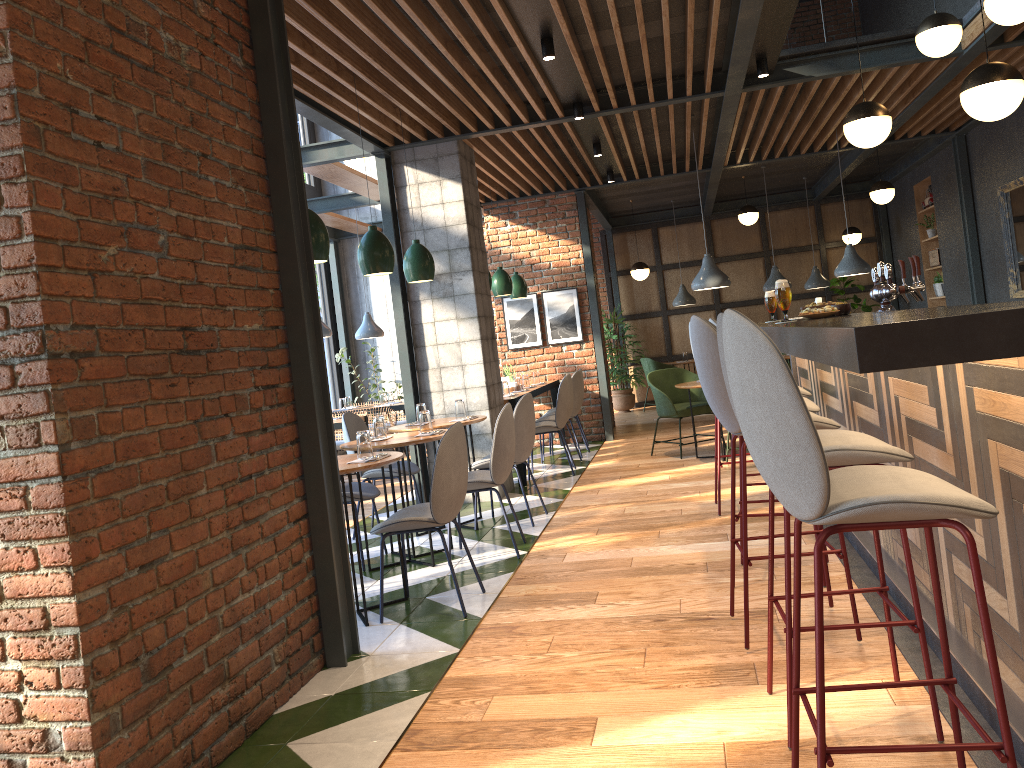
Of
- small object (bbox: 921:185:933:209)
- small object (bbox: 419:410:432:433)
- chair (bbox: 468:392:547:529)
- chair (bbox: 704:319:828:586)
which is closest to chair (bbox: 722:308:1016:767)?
chair (bbox: 704:319:828:586)

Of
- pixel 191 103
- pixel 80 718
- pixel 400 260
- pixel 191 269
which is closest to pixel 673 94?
pixel 400 260

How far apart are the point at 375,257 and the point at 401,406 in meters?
5.0

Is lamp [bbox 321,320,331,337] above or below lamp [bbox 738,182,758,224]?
below

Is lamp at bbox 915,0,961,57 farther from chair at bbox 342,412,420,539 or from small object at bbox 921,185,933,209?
small object at bbox 921,185,933,209

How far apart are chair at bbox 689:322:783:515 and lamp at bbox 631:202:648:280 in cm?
725

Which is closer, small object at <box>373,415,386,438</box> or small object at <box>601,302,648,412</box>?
small object at <box>373,415,386,438</box>

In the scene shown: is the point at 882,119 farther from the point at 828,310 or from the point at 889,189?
the point at 889,189

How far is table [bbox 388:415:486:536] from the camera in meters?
6.0 m

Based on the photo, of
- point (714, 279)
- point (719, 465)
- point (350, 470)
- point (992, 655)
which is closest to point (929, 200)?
point (714, 279)
